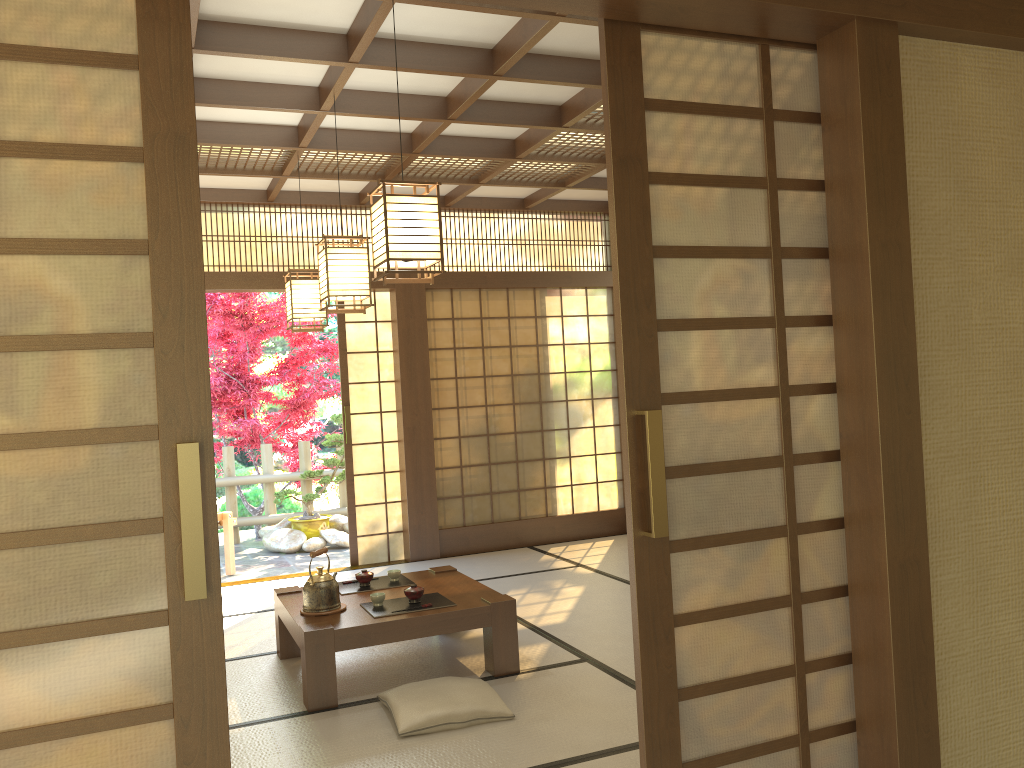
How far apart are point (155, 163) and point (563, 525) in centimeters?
637cm

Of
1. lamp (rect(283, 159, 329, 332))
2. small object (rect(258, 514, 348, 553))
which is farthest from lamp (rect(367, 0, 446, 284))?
small object (rect(258, 514, 348, 553))

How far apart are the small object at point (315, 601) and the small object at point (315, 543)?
4.4m

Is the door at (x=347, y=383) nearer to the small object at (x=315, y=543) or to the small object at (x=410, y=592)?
A: the small object at (x=315, y=543)

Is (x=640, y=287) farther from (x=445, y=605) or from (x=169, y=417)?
(x=445, y=605)

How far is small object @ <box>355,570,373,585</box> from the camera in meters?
4.7

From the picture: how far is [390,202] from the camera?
3.3m

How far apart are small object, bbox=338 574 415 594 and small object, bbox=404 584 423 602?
0.5m

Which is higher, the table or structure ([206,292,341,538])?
structure ([206,292,341,538])

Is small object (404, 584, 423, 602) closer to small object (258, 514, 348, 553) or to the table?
the table
